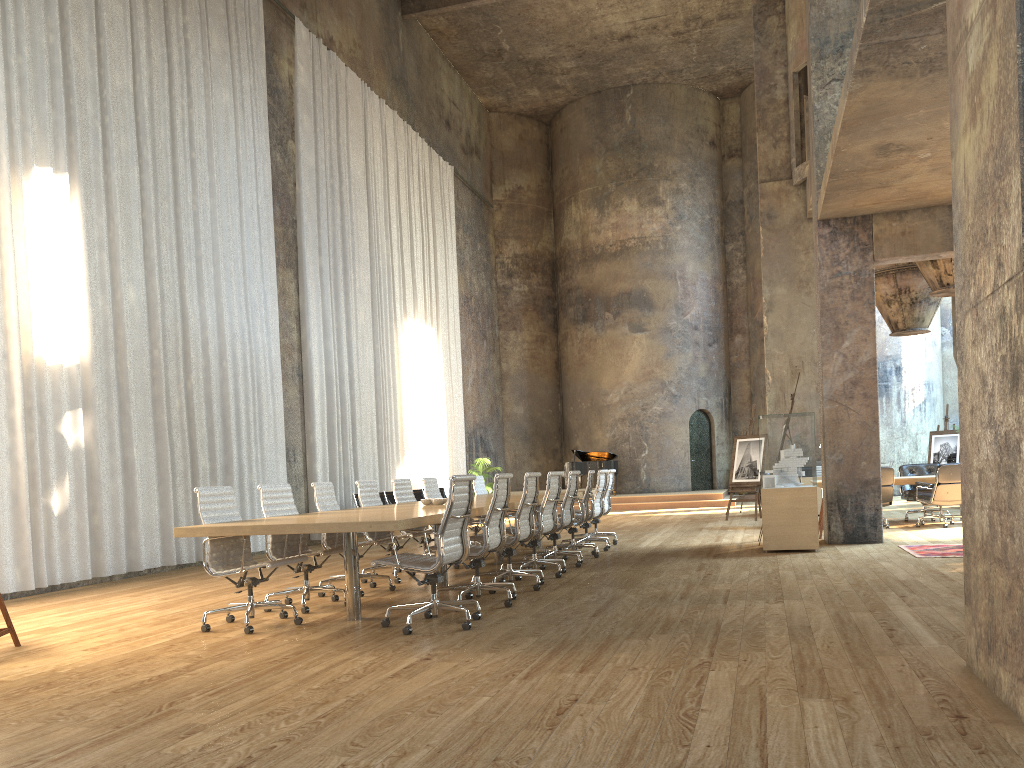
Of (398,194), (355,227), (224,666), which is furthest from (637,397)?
(224,666)

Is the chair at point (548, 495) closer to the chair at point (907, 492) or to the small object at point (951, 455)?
the chair at point (907, 492)

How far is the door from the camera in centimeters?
2473cm

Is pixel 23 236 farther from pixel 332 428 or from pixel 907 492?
pixel 907 492

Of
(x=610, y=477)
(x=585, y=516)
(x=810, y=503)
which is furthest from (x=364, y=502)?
(x=810, y=503)

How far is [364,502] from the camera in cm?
872

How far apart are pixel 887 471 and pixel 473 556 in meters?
7.9

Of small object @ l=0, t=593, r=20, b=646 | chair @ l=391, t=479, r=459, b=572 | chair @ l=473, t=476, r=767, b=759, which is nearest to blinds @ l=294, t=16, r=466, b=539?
chair @ l=473, t=476, r=767, b=759

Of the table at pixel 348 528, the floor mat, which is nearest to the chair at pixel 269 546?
the table at pixel 348 528

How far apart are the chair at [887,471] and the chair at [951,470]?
0.4 meters
